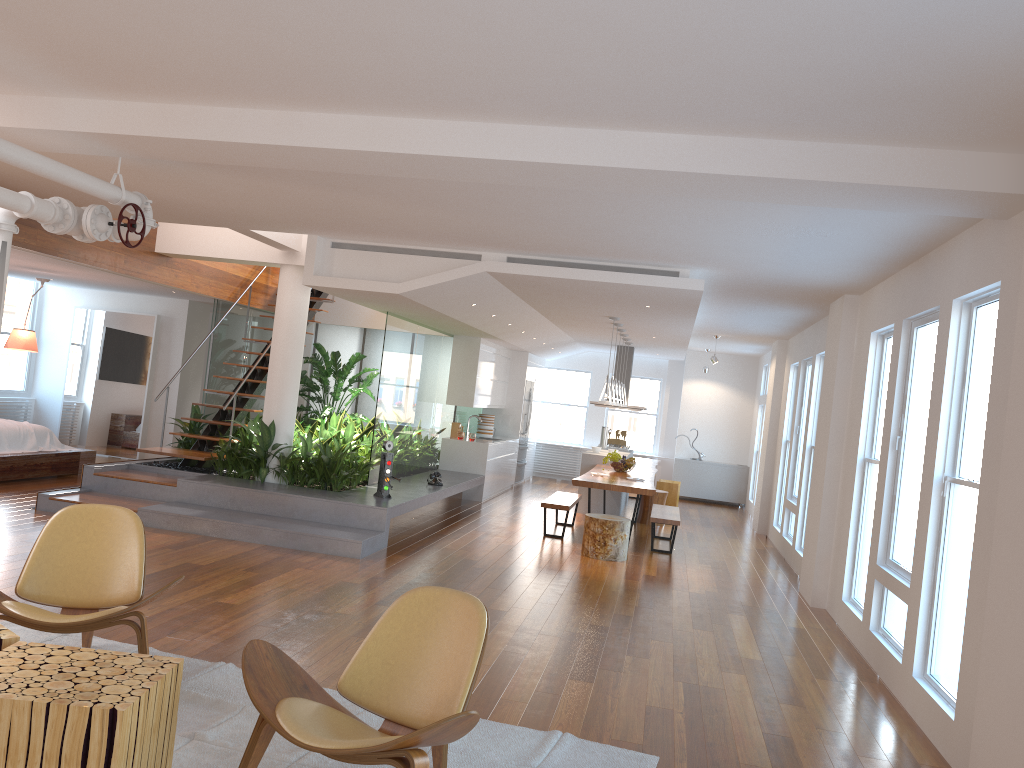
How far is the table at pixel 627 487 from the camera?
9.3 meters

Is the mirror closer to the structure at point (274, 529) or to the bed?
the bed

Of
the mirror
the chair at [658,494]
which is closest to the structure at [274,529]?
the chair at [658,494]

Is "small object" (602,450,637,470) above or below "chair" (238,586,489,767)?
above

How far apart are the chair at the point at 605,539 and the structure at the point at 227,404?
3.9 meters

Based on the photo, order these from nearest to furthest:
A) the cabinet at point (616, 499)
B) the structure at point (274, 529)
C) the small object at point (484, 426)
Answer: the structure at point (274, 529)
the cabinet at point (616, 499)
the small object at point (484, 426)

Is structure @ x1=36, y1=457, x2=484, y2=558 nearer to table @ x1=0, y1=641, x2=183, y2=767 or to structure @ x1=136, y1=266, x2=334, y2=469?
structure @ x1=136, y1=266, x2=334, y2=469

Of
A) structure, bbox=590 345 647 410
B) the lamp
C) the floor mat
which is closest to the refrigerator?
structure, bbox=590 345 647 410

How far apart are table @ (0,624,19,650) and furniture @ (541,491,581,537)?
7.0 meters

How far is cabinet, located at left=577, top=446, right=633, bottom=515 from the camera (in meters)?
12.20
